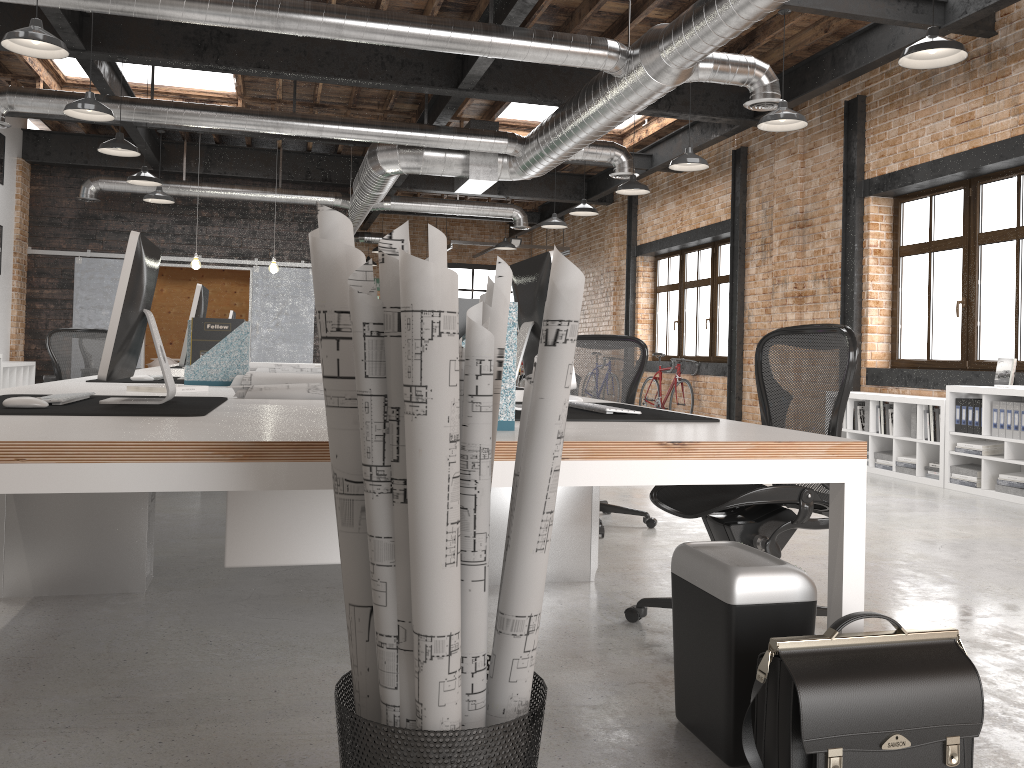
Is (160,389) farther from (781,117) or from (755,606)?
(781,117)

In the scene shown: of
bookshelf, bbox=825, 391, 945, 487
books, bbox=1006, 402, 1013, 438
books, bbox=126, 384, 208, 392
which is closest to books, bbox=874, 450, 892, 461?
bookshelf, bbox=825, 391, 945, 487

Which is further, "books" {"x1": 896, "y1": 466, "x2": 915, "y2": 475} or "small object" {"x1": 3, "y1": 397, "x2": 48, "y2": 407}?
"books" {"x1": 896, "y1": 466, "x2": 915, "y2": 475}

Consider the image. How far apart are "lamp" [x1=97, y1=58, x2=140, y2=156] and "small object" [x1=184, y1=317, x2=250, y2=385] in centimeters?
461cm

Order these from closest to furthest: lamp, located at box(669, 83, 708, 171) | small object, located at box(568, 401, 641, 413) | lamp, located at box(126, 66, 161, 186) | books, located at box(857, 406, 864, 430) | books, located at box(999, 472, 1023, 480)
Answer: small object, located at box(568, 401, 641, 413) < books, located at box(999, 472, 1023, 480) < lamp, located at box(669, 83, 708, 171) < books, located at box(857, 406, 864, 430) < lamp, located at box(126, 66, 161, 186)

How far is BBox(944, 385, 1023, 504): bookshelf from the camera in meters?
6.3 m

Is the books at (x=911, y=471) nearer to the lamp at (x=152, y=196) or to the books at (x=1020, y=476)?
the books at (x=1020, y=476)

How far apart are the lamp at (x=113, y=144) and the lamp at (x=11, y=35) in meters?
2.5 m

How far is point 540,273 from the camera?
2.7m

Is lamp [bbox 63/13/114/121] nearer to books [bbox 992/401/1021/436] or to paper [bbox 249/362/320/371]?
paper [bbox 249/362/320/371]
